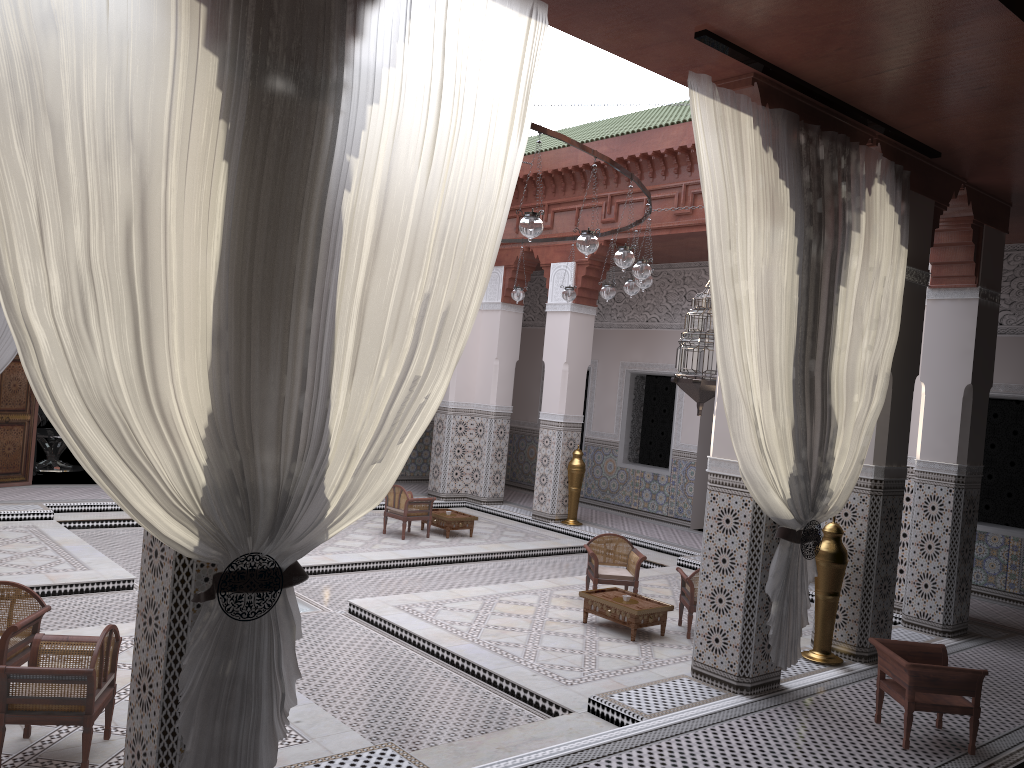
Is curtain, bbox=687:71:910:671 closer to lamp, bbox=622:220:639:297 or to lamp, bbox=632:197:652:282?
lamp, bbox=632:197:652:282

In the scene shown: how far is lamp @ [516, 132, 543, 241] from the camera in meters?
2.8

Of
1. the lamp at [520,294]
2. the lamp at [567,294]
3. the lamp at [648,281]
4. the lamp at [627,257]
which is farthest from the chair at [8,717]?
the lamp at [520,294]

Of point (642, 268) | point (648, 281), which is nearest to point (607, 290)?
point (648, 281)

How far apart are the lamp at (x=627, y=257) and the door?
4.1m

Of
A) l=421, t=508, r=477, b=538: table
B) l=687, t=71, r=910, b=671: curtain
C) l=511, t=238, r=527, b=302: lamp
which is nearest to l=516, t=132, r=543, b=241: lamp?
l=687, t=71, r=910, b=671: curtain

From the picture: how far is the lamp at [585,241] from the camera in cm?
302

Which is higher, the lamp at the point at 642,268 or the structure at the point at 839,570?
the lamp at the point at 642,268

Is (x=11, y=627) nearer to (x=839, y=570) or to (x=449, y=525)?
(x=839, y=570)

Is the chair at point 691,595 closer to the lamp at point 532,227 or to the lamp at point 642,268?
the lamp at point 642,268
